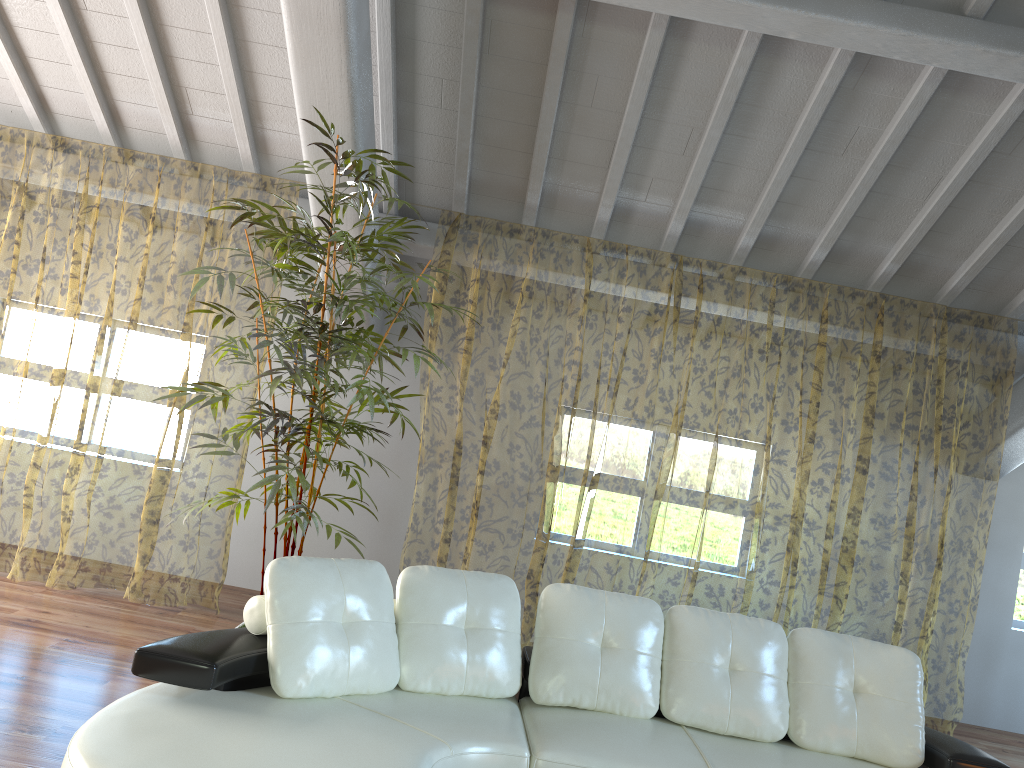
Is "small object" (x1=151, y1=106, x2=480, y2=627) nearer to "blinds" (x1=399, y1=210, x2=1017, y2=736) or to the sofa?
the sofa

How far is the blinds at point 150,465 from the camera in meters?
11.7

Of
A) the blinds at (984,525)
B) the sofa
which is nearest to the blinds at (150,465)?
the blinds at (984,525)

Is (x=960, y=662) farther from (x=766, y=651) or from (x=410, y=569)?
(x=410, y=569)

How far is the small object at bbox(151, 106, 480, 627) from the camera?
3.7m

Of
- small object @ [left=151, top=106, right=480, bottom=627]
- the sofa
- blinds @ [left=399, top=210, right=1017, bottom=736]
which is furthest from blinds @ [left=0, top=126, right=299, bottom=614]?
the sofa

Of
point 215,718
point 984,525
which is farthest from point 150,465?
point 984,525

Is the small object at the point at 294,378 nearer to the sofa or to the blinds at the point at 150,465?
the sofa

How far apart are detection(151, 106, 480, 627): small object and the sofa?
0.6m

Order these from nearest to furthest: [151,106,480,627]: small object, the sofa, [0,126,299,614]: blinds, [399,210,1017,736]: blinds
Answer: the sofa < [151,106,480,627]: small object < [399,210,1017,736]: blinds < [0,126,299,614]: blinds
